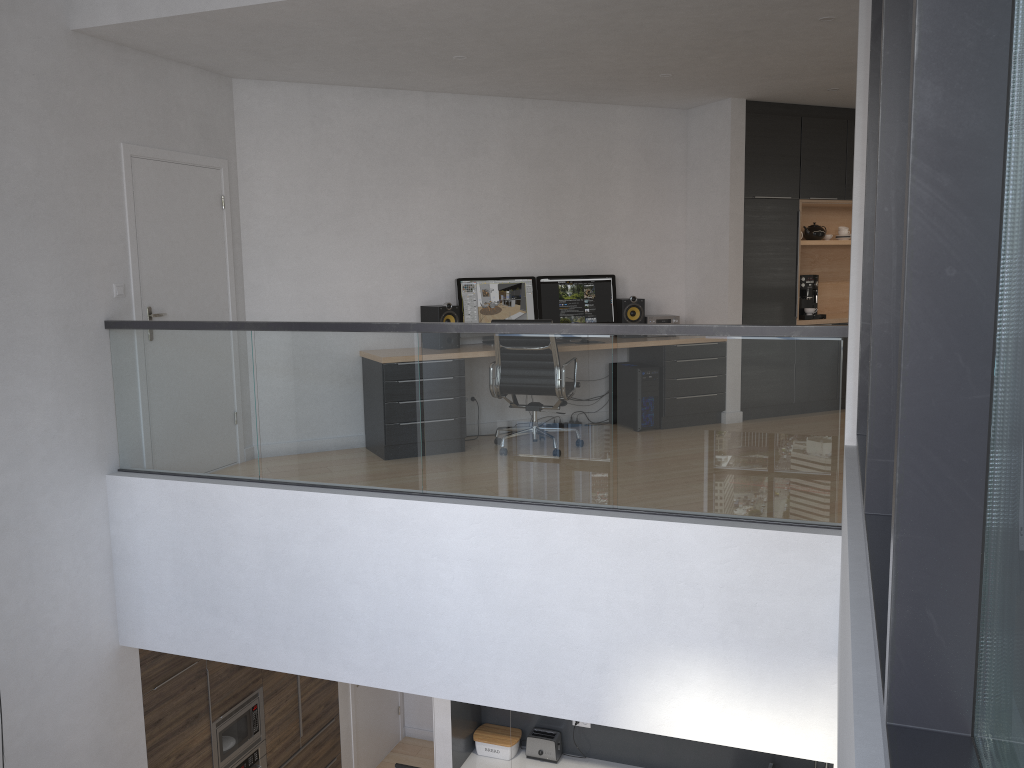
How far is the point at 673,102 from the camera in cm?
741

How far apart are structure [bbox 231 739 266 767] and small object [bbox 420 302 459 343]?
3.5m

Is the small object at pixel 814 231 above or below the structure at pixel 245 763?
above

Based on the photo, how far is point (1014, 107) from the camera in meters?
1.2 m

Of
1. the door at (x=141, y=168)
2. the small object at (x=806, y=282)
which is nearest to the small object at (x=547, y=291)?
the small object at (x=806, y=282)

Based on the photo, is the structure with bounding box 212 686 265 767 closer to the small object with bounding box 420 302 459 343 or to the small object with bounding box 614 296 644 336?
the small object with bounding box 420 302 459 343

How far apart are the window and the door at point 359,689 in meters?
5.8 m

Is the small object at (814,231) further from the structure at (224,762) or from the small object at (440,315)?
the structure at (224,762)

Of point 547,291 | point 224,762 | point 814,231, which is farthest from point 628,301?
point 224,762

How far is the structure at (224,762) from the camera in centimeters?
632cm
